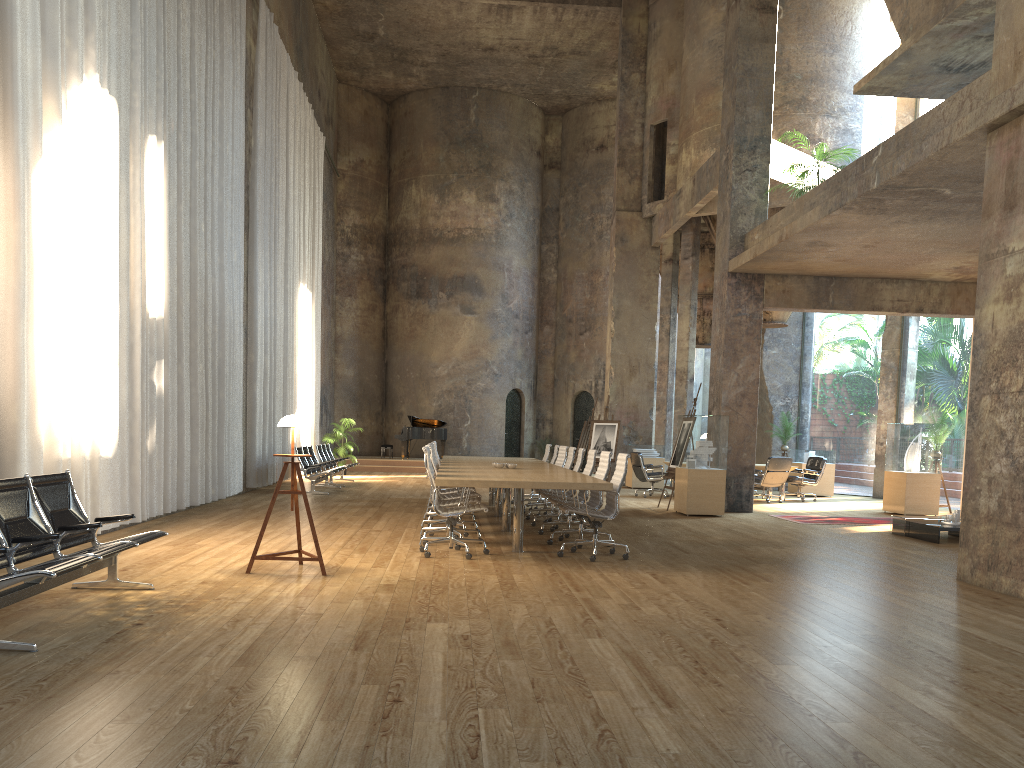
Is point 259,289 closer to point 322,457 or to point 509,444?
point 322,457

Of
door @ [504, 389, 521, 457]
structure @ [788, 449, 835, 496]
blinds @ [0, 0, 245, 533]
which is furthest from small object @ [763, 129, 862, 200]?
door @ [504, 389, 521, 457]

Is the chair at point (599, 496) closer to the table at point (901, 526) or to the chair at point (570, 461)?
the chair at point (570, 461)

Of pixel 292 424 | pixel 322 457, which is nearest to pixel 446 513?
pixel 292 424

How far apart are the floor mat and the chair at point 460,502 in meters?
6.2 m

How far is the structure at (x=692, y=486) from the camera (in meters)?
13.27

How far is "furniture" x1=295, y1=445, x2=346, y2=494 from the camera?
15.53m

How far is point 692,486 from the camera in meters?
13.3 m

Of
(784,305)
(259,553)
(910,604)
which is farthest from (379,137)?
(910,604)

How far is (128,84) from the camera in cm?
959
